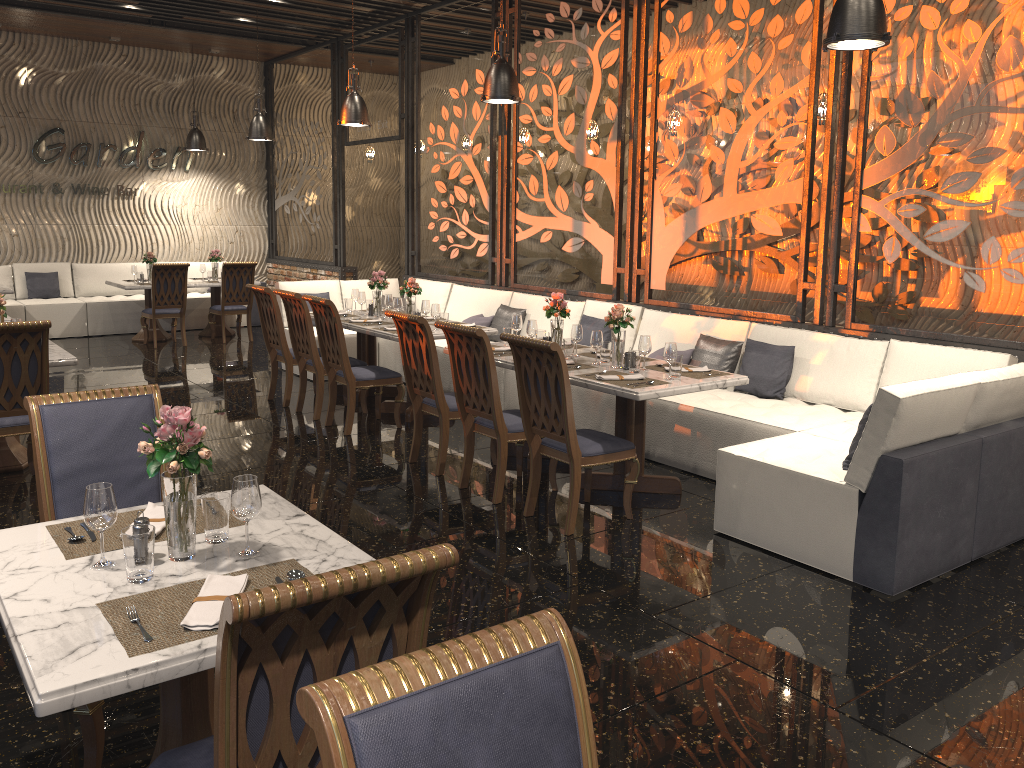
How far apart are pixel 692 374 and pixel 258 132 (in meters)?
7.36

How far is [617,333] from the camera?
5.4 meters

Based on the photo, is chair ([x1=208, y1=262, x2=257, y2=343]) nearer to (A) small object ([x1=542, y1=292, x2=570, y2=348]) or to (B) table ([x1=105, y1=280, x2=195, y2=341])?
(B) table ([x1=105, y1=280, x2=195, y2=341])

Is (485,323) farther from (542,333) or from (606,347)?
(606,347)

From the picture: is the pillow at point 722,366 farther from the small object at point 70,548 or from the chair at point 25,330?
the small object at point 70,548

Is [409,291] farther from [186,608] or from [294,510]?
[186,608]

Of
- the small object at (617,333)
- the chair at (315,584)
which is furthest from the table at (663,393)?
the chair at (315,584)

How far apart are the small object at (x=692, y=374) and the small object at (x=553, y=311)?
0.8 meters

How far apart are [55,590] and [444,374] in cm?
613

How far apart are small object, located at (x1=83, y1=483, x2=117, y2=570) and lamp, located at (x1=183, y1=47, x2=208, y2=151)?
11.42m
